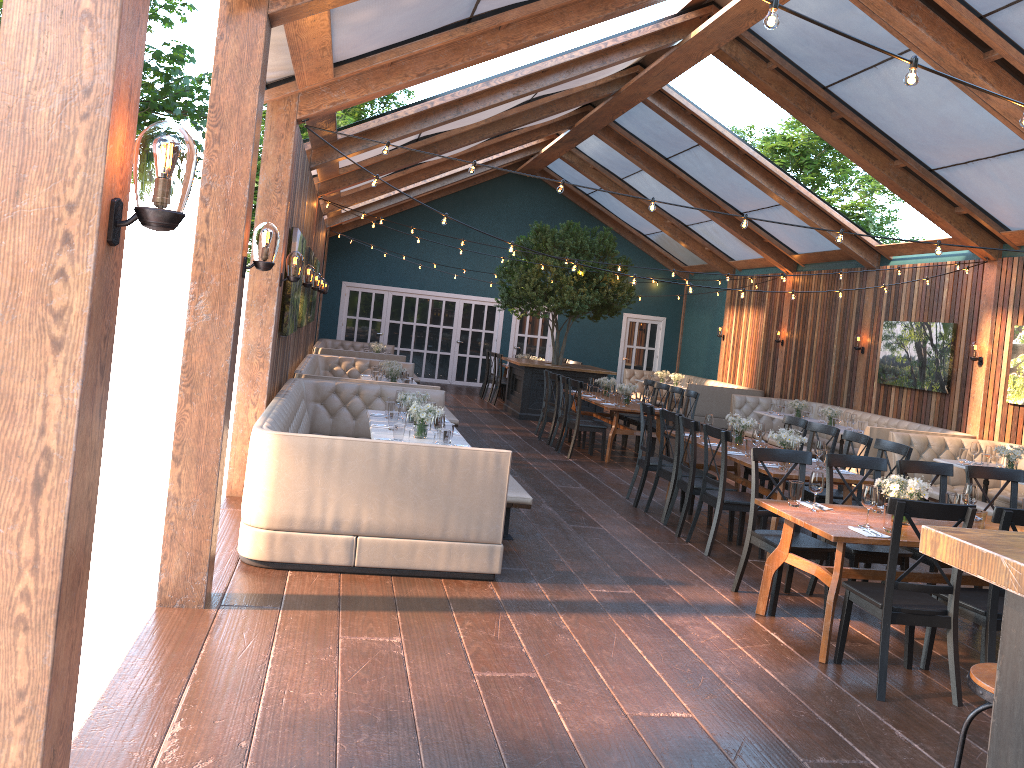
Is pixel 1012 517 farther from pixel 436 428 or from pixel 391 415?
pixel 391 415

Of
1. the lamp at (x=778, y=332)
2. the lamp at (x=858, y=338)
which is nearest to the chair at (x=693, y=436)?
the lamp at (x=858, y=338)

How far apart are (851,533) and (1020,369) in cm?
763

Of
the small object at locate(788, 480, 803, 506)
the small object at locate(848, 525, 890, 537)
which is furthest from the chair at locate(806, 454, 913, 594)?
the small object at locate(848, 525, 890, 537)

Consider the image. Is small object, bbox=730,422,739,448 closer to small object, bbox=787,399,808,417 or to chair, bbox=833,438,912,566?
chair, bbox=833,438,912,566

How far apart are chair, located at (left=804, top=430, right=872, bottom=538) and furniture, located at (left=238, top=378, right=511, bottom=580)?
3.5 meters

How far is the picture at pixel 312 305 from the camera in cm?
1361

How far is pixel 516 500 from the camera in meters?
6.8 m

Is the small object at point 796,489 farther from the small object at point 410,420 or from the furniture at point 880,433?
the furniture at point 880,433

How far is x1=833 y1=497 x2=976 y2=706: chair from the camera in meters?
4.6 m
